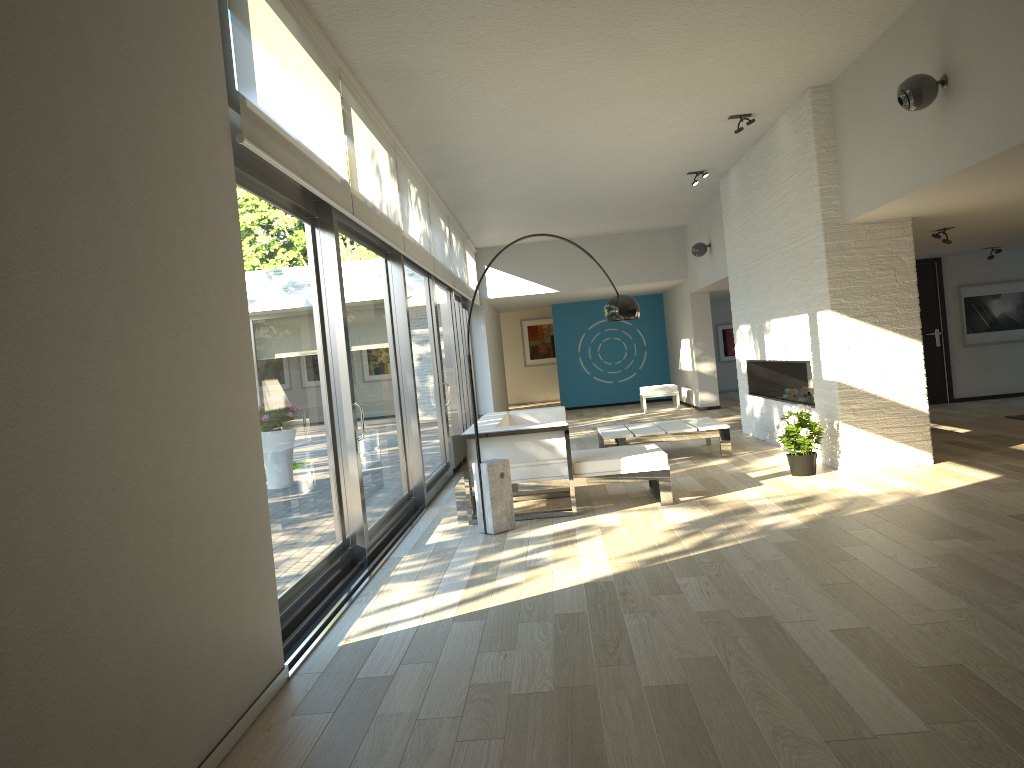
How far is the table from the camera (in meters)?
8.61

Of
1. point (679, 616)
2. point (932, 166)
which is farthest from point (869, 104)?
point (679, 616)

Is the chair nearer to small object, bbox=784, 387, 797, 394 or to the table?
the table

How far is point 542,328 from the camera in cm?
2205

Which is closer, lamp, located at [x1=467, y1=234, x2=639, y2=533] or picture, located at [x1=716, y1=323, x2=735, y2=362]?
lamp, located at [x1=467, y1=234, x2=639, y2=533]

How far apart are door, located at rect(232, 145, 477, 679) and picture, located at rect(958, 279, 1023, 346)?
6.7 meters

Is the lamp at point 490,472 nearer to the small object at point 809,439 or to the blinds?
the small object at point 809,439

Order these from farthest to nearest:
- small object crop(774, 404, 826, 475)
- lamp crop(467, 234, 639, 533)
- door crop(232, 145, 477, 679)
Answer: small object crop(774, 404, 826, 475) < lamp crop(467, 234, 639, 533) < door crop(232, 145, 477, 679)

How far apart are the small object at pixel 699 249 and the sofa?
5.1m

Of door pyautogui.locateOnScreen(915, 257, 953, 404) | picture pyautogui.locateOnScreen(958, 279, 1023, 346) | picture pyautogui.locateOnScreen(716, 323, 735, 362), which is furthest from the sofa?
picture pyautogui.locateOnScreen(716, 323, 735, 362)
